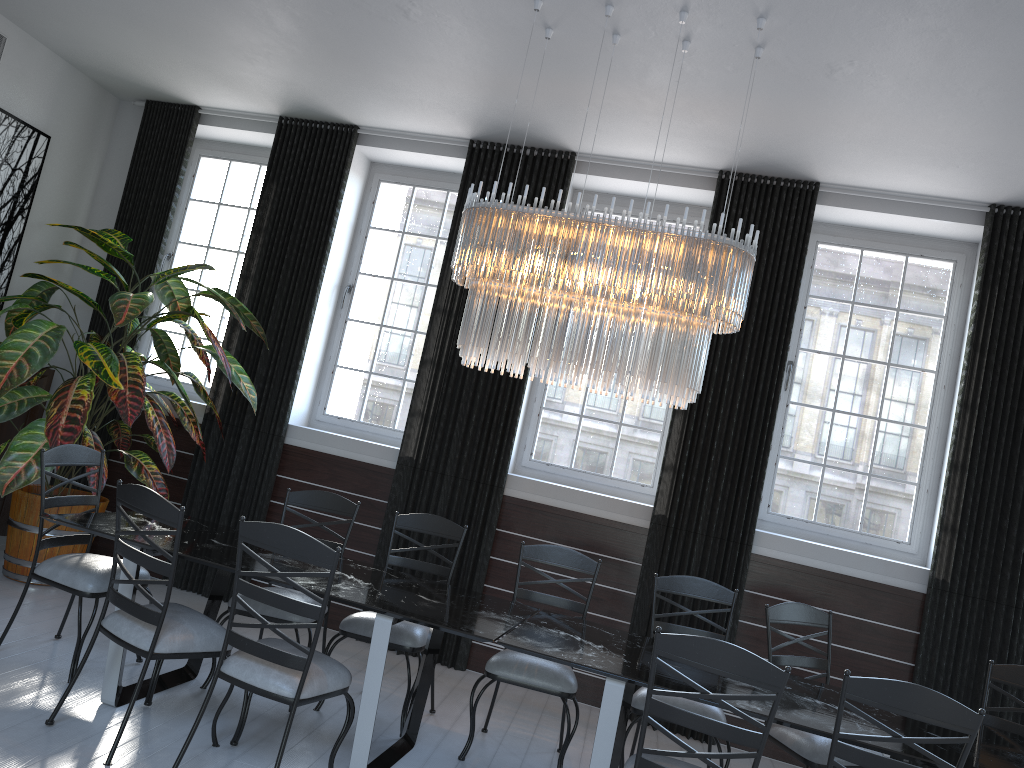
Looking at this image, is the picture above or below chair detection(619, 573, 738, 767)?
above

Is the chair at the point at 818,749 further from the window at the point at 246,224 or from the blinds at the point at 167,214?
the blinds at the point at 167,214

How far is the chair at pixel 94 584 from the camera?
3.91m

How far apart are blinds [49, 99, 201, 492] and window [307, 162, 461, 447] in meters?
1.3

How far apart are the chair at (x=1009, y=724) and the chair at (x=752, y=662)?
1.67m

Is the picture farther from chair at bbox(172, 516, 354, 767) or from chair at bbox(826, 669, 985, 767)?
chair at bbox(826, 669, 985, 767)

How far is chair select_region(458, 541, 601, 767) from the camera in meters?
4.0 m

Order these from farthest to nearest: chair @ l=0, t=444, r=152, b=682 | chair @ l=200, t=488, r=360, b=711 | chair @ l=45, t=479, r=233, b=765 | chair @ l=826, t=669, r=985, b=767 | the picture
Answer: A: the picture
chair @ l=200, t=488, r=360, b=711
chair @ l=0, t=444, r=152, b=682
chair @ l=45, t=479, r=233, b=765
chair @ l=826, t=669, r=985, b=767

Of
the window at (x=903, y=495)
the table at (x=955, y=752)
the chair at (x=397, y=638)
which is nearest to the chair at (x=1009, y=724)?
the table at (x=955, y=752)

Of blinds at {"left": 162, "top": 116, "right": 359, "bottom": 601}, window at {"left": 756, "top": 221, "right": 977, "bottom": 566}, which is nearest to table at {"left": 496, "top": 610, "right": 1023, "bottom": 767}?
window at {"left": 756, "top": 221, "right": 977, "bottom": 566}
